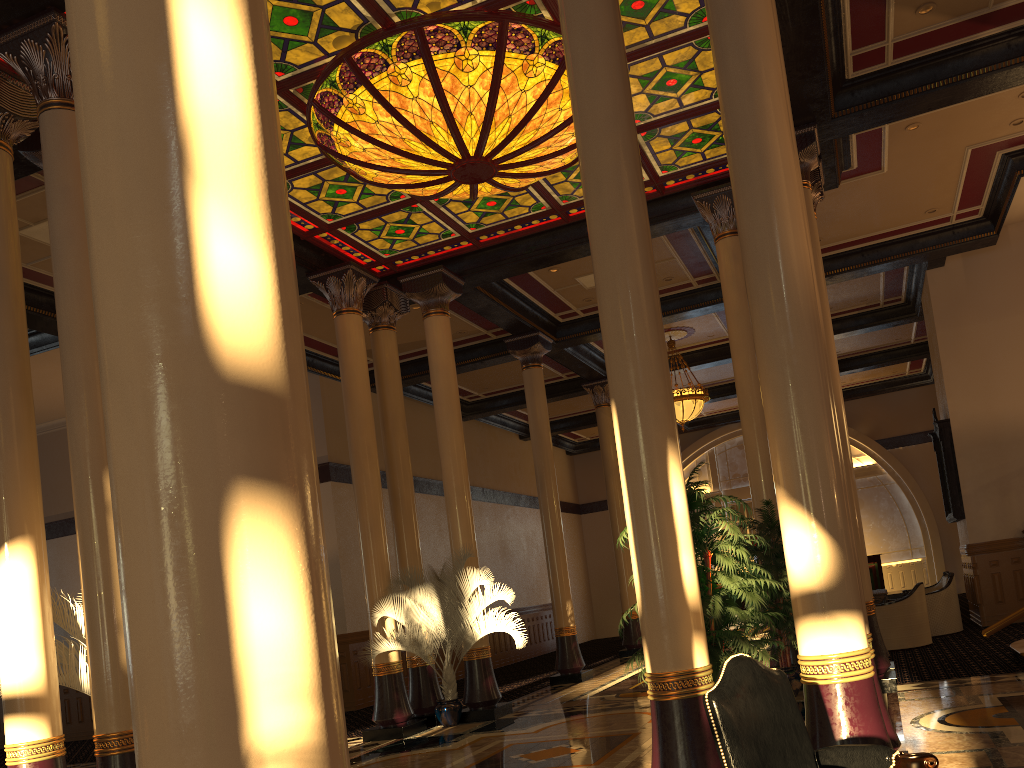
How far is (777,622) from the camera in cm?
862

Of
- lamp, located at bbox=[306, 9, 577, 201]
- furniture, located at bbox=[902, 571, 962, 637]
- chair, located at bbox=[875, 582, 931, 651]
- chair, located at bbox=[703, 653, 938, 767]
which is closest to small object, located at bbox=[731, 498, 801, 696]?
chair, located at bbox=[875, 582, 931, 651]

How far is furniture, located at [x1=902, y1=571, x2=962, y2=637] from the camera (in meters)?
12.62

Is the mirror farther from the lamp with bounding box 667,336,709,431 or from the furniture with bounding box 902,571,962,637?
the lamp with bounding box 667,336,709,431

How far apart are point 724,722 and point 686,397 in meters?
13.9 m

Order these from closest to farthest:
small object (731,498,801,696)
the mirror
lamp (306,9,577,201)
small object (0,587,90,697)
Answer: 1. small object (0,587,90,697)
2. lamp (306,9,577,201)
3. small object (731,498,801,696)
4. the mirror

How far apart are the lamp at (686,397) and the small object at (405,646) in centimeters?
661cm

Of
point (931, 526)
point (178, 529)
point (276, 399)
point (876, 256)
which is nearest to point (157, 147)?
point (276, 399)

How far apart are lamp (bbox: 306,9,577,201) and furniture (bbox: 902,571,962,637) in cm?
824

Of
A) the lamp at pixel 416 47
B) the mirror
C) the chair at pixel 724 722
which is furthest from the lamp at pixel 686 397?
the chair at pixel 724 722
